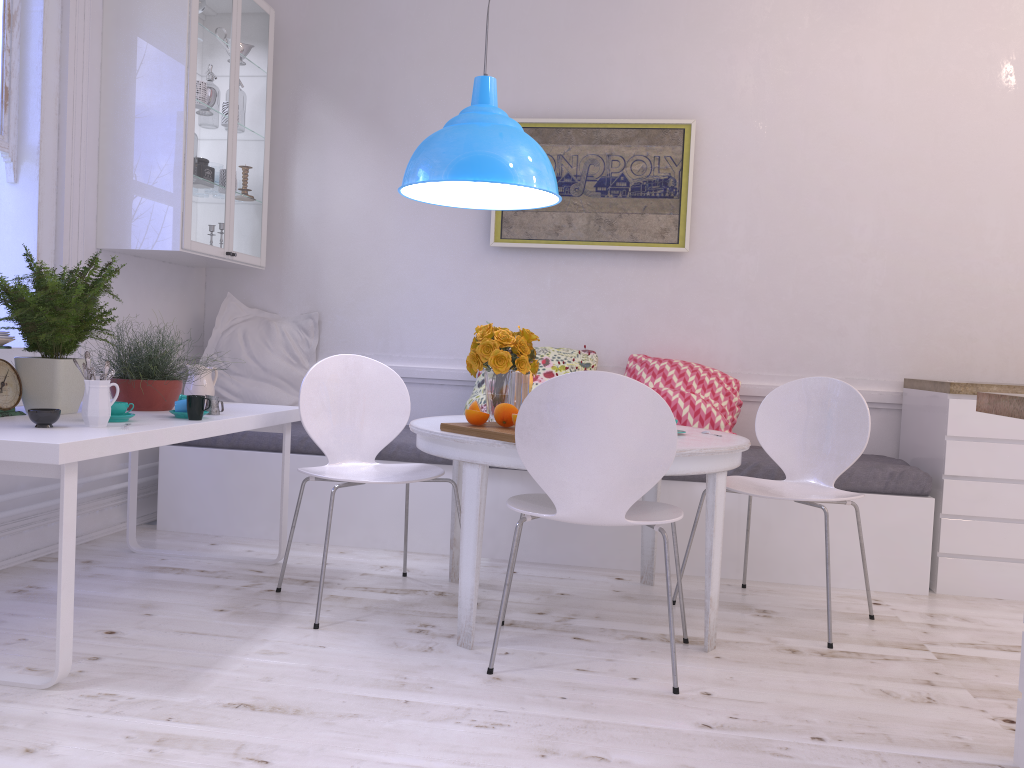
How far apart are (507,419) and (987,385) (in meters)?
2.06

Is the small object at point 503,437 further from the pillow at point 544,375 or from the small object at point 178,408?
the pillow at point 544,375

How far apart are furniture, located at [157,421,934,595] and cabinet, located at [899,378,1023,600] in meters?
0.1

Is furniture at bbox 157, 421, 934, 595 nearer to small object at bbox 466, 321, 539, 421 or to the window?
the window

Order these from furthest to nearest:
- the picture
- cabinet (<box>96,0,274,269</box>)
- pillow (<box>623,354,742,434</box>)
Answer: the picture < pillow (<box>623,354,742,434</box>) < cabinet (<box>96,0,274,269</box>)

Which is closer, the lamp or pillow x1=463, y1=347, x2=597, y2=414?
the lamp

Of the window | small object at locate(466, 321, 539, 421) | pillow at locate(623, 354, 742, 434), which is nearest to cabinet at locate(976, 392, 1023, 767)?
small object at locate(466, 321, 539, 421)

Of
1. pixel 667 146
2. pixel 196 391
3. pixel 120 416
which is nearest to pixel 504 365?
pixel 120 416

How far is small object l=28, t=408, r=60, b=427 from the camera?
2.35m

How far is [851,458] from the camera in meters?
3.1 m
